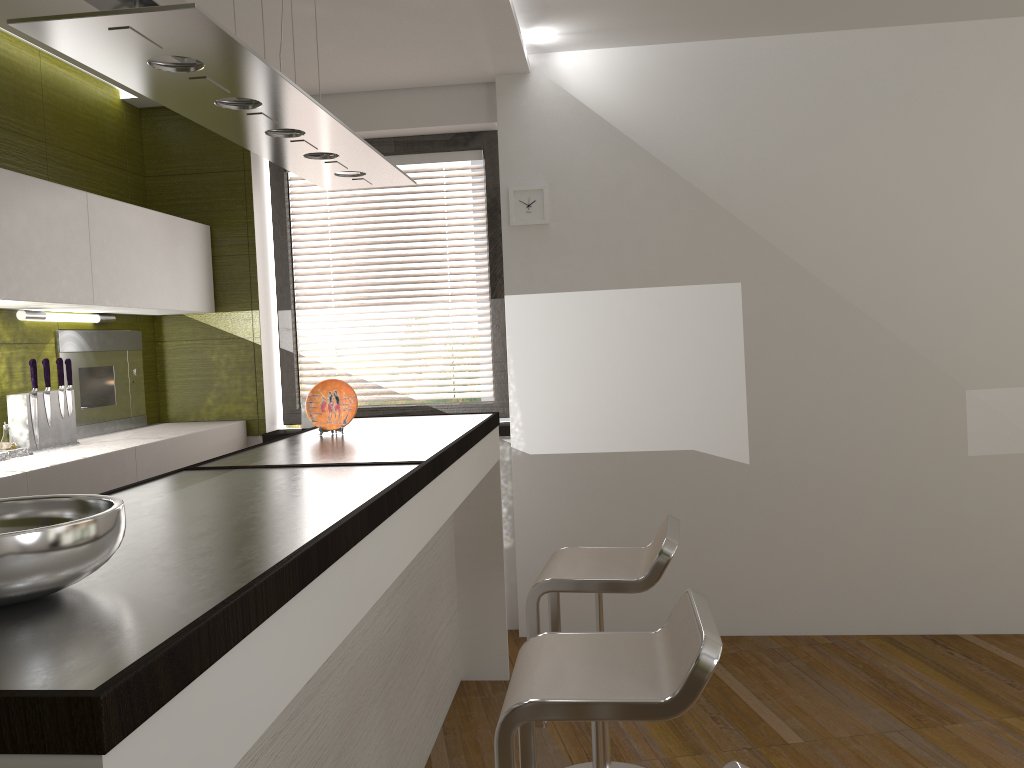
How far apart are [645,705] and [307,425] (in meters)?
3.07

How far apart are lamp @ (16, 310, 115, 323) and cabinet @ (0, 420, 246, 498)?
Result: 0.5 meters

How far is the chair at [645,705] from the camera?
1.7 meters

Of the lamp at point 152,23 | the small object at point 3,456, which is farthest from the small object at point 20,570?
the small object at point 3,456

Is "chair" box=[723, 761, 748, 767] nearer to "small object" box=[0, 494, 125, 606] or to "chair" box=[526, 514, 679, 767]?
"small object" box=[0, 494, 125, 606]

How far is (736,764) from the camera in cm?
119

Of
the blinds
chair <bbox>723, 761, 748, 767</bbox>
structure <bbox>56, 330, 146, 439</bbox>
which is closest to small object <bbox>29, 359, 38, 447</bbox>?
structure <bbox>56, 330, 146, 439</bbox>

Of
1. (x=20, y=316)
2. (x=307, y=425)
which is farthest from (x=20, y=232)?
(x=307, y=425)

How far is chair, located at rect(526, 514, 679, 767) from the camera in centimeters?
250cm

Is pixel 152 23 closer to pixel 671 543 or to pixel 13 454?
pixel 671 543
